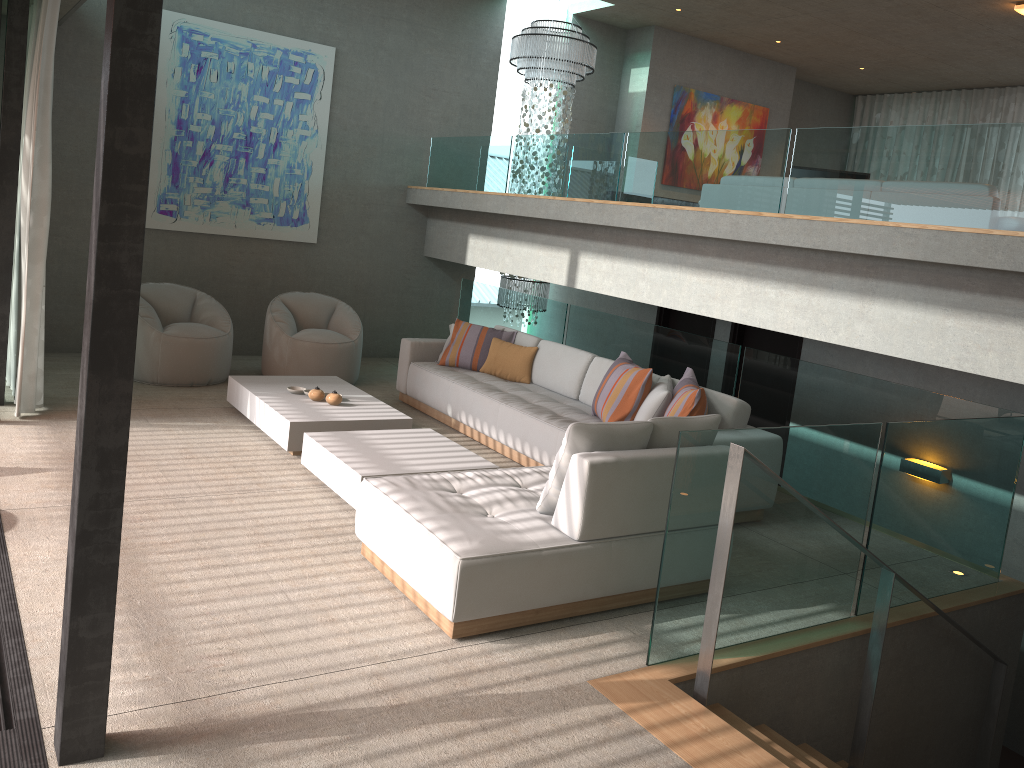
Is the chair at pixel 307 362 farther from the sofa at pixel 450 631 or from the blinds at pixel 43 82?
the sofa at pixel 450 631

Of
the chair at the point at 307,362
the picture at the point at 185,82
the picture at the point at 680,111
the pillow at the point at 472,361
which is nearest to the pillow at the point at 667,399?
the pillow at the point at 472,361

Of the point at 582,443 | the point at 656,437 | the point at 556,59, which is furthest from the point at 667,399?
the point at 556,59

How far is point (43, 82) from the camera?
5.72m

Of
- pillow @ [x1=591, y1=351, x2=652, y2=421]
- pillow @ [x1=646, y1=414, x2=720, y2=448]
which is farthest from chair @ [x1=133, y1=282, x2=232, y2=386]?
pillow @ [x1=646, y1=414, x2=720, y2=448]

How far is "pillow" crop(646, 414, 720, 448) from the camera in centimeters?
425cm

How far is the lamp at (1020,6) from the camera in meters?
8.0 m

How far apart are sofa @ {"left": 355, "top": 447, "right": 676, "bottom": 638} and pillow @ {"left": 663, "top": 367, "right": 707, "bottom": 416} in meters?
1.1 m

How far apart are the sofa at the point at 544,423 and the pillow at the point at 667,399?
0.3 meters

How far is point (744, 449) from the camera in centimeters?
339cm
